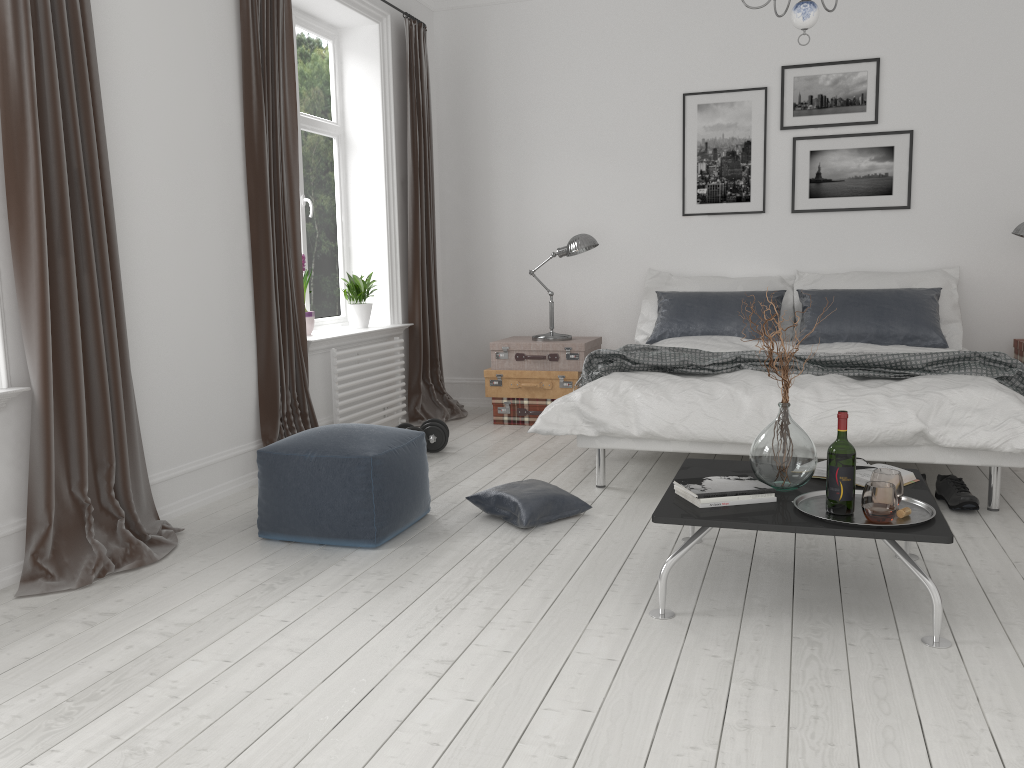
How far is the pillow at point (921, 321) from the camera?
5.1 meters

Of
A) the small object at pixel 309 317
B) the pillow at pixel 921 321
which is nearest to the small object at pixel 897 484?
the pillow at pixel 921 321

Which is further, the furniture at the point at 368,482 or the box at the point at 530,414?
the box at the point at 530,414

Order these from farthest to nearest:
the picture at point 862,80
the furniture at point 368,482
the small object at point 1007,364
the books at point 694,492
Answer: the picture at point 862,80, the small object at point 1007,364, the furniture at point 368,482, the books at point 694,492

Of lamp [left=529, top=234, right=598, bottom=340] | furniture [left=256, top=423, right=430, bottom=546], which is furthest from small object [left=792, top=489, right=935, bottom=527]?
lamp [left=529, top=234, right=598, bottom=340]

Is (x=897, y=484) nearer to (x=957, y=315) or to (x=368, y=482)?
(x=368, y=482)

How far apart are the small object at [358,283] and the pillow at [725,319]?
1.81m

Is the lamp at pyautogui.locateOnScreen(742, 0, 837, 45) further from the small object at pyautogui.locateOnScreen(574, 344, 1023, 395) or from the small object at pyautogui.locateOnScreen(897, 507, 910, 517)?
the small object at pyautogui.locateOnScreen(897, 507, 910, 517)

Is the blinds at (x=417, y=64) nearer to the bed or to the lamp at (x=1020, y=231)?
the bed

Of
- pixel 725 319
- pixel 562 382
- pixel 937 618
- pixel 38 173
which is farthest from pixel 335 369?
pixel 937 618
